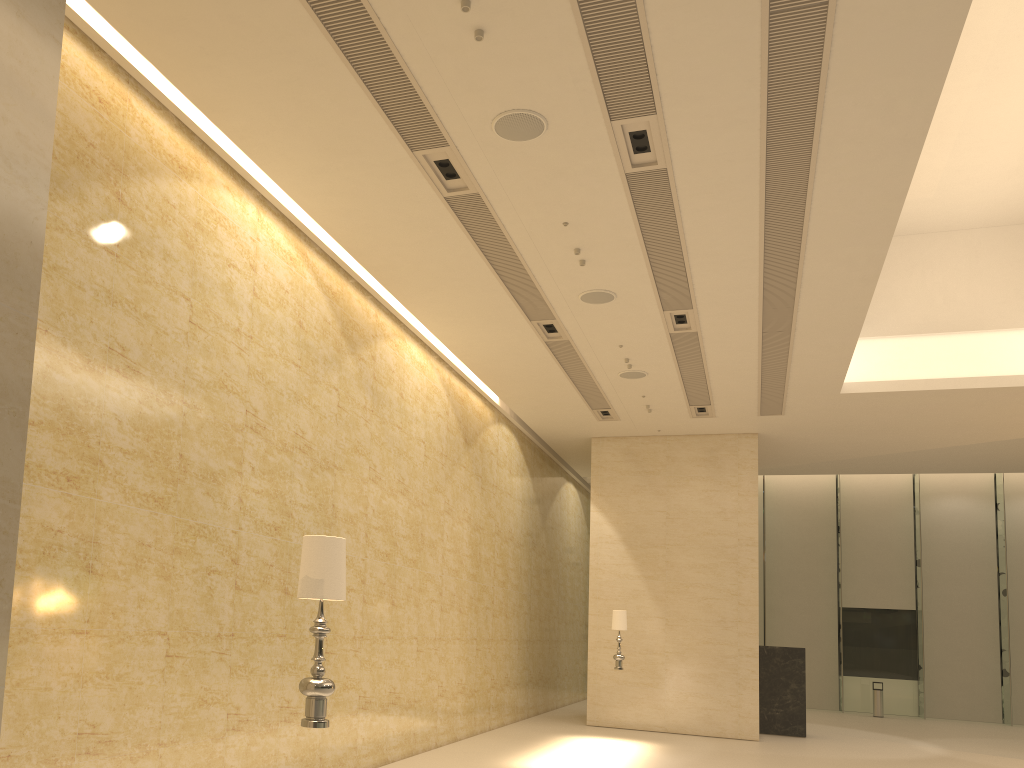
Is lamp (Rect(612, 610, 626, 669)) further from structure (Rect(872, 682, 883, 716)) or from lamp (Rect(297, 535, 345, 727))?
structure (Rect(872, 682, 883, 716))

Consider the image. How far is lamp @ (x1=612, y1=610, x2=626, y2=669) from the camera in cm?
1489

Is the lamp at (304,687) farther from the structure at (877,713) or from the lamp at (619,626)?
the structure at (877,713)

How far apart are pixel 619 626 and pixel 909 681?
15.0m

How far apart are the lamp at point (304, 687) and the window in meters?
25.0

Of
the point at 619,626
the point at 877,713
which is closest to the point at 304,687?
the point at 619,626

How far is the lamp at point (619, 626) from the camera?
14.9m

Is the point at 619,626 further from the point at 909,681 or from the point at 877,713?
the point at 909,681

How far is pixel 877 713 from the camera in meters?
23.9 m

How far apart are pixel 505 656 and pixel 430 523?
4.8 meters
